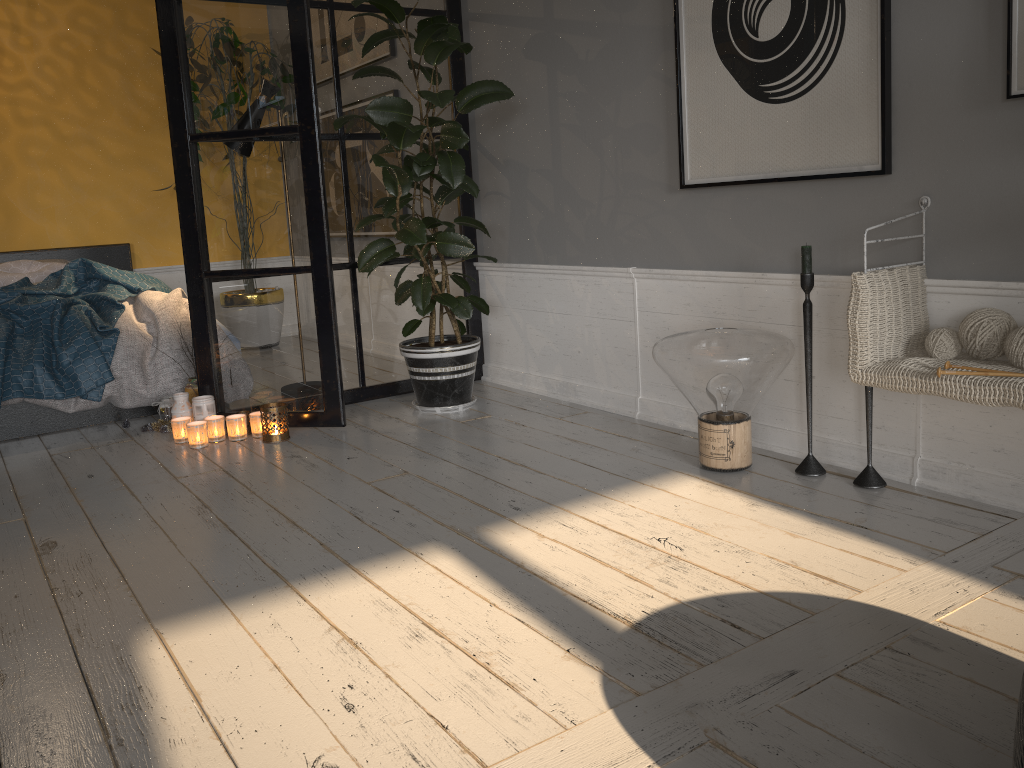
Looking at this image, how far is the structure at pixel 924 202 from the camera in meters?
2.4

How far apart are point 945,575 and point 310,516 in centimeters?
169cm

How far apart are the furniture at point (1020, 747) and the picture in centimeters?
169cm

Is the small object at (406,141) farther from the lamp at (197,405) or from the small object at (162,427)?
the small object at (162,427)

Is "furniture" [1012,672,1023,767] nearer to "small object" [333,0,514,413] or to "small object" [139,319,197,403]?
"small object" [333,0,514,413]

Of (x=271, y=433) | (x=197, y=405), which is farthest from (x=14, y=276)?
(x=271, y=433)

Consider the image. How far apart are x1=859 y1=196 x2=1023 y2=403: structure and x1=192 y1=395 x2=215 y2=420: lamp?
2.69m

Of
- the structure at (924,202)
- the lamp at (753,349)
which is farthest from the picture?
the lamp at (753,349)

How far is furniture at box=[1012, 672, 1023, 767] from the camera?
1.0 meters

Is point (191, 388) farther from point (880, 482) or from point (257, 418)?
point (880, 482)
